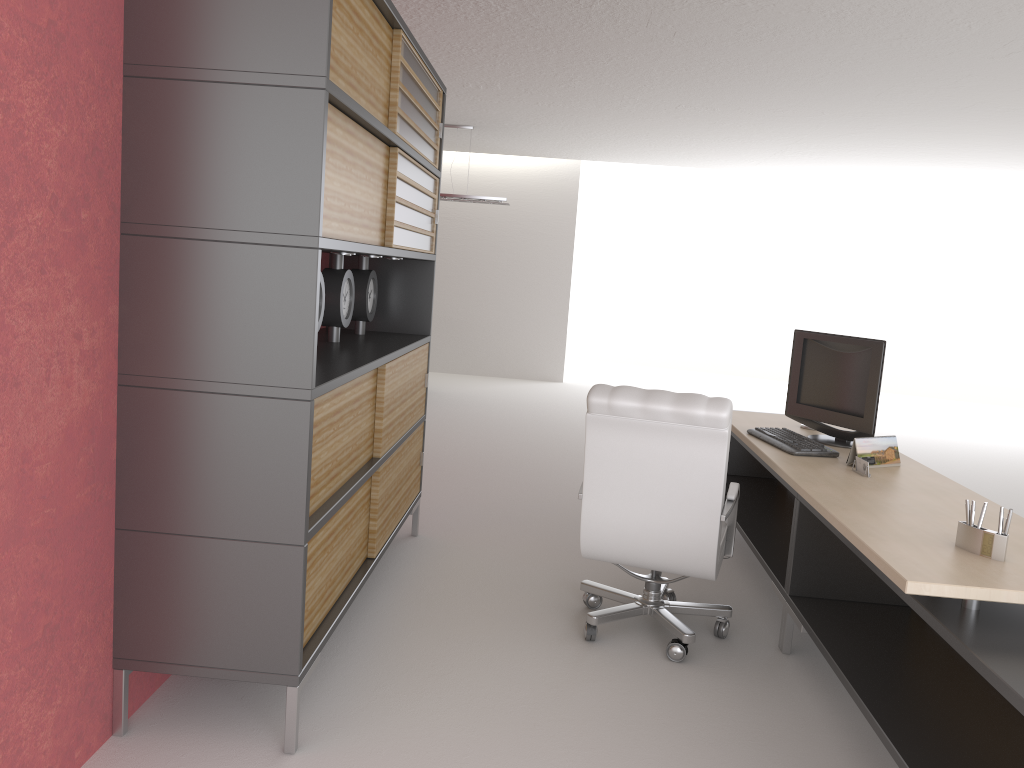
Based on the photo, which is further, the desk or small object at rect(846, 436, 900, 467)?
small object at rect(846, 436, 900, 467)

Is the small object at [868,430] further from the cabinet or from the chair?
the cabinet

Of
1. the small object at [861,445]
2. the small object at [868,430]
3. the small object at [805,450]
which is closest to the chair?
the small object at [805,450]

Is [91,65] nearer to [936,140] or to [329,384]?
[329,384]

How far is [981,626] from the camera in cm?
342

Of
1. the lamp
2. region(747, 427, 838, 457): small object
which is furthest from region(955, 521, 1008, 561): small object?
the lamp

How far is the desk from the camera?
3.4 meters

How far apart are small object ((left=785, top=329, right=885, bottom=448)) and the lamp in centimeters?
879cm

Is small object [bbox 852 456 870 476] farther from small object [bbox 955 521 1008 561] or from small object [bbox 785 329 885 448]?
small object [bbox 955 521 1008 561]

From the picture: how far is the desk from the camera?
3.42m
